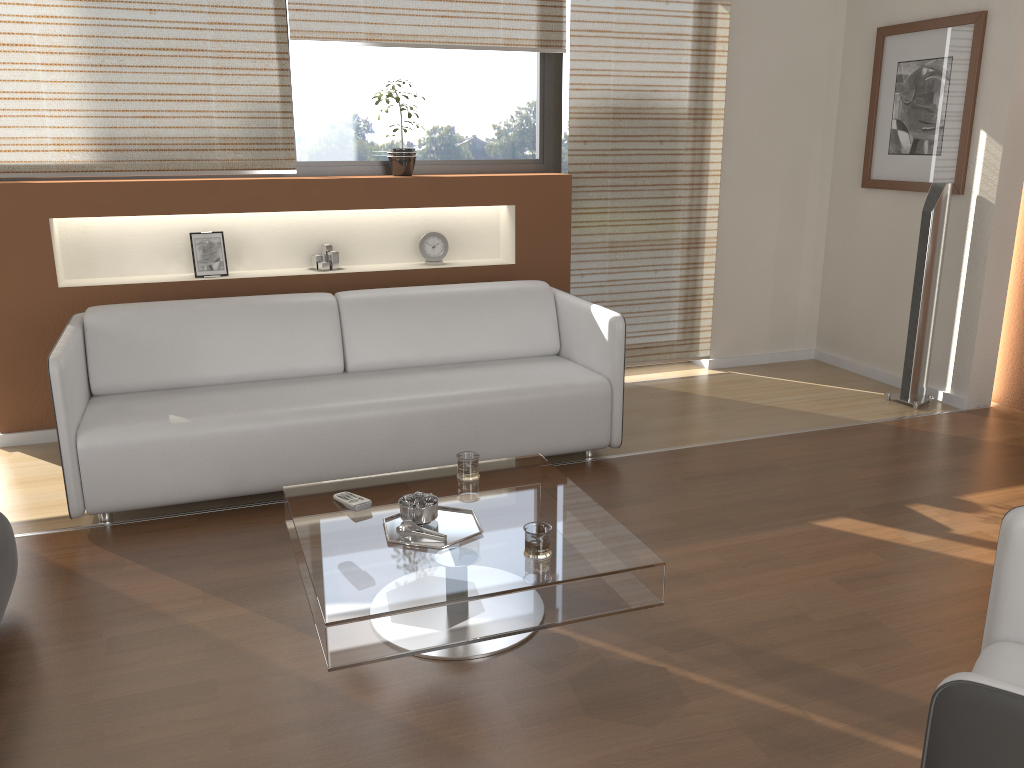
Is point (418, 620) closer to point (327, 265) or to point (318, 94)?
point (327, 265)

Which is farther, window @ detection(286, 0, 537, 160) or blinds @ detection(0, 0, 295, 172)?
window @ detection(286, 0, 537, 160)

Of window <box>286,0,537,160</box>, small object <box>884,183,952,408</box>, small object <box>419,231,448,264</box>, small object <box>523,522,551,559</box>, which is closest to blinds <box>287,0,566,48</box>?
window <box>286,0,537,160</box>

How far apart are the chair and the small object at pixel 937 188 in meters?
3.0 m

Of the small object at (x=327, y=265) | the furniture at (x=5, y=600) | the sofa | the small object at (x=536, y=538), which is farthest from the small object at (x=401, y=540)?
the small object at (x=327, y=265)

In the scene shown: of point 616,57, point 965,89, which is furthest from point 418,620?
point 965,89

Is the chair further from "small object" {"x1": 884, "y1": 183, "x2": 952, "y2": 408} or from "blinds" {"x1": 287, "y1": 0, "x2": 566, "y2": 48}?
"blinds" {"x1": 287, "y1": 0, "x2": 566, "y2": 48}

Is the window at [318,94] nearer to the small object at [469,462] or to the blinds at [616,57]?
the blinds at [616,57]

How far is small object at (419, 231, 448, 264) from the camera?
4.8m

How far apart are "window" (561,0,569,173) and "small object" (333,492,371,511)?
3.1m
